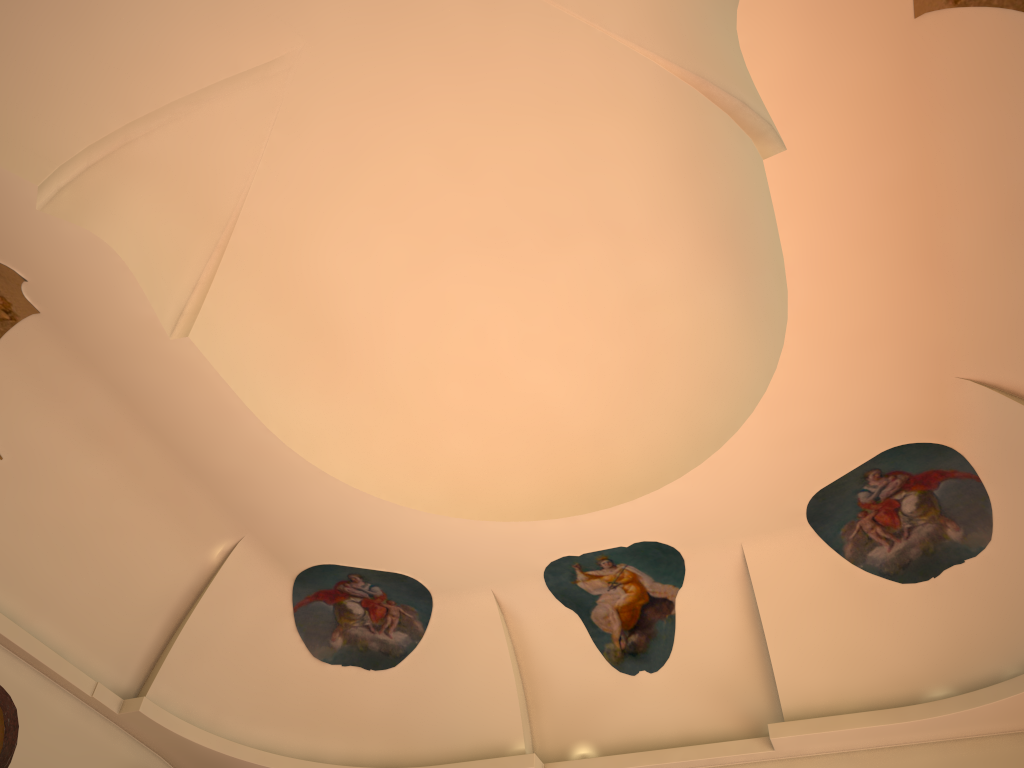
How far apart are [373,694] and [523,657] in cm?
172

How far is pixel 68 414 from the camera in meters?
7.6 m
